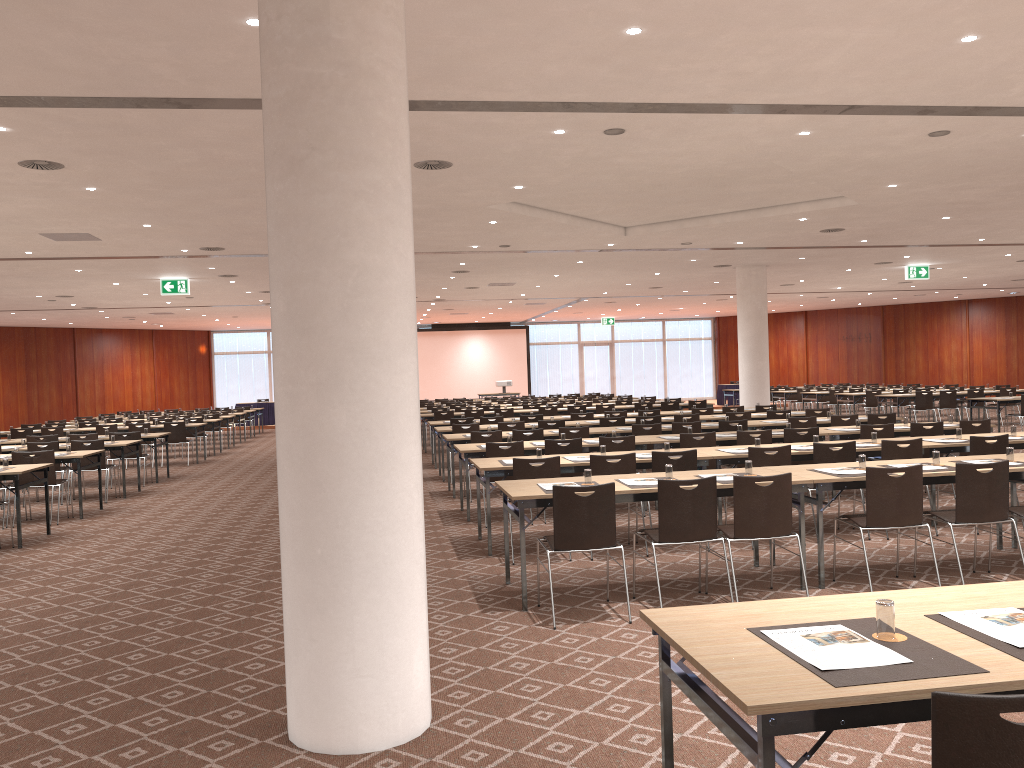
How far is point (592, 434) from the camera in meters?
12.5

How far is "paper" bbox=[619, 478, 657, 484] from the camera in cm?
678

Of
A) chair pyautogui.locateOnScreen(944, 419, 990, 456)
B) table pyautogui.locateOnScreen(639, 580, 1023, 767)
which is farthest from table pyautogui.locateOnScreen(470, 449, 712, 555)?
table pyautogui.locateOnScreen(639, 580, 1023, 767)

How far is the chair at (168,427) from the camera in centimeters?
1853cm

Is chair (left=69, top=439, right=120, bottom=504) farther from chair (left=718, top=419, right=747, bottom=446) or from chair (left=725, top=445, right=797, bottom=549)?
chair (left=725, top=445, right=797, bottom=549)

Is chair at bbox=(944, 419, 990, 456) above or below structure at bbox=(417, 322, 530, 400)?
below

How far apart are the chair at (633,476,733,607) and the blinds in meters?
34.0

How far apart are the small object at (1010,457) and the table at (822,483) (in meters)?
0.39

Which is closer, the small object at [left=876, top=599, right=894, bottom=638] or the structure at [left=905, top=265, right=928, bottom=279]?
the small object at [left=876, top=599, right=894, bottom=638]

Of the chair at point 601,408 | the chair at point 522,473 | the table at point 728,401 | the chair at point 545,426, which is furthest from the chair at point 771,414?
the table at point 728,401
